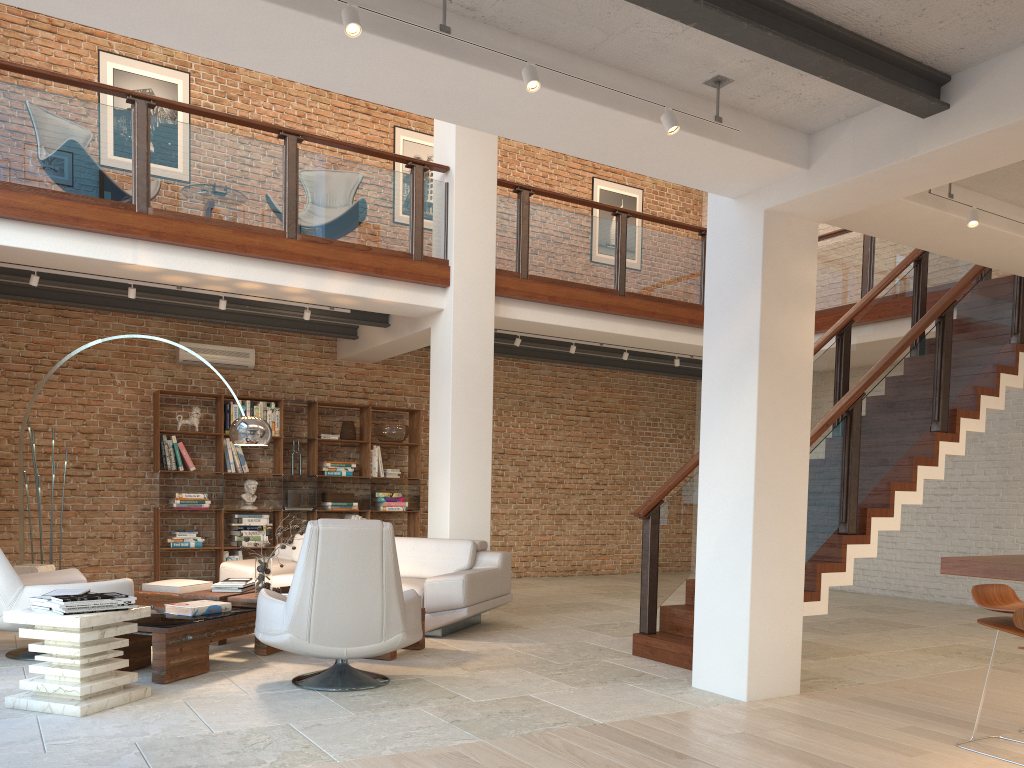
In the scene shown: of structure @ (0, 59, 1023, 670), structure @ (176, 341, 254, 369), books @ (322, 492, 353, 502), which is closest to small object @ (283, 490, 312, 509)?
books @ (322, 492, 353, 502)

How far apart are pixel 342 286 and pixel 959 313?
5.13m

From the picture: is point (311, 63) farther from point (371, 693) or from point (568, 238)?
point (568, 238)

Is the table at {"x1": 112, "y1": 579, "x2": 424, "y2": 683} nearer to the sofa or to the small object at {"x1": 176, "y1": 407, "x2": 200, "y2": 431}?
the sofa

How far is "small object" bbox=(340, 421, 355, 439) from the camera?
10.4 meters

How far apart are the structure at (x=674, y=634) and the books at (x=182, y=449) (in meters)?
3.05

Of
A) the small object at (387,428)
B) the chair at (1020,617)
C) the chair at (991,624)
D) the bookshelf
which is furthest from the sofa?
the chair at (1020,617)

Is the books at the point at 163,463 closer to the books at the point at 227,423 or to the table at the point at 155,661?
the books at the point at 227,423

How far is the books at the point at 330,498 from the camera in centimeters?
1021cm

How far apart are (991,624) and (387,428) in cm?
766
